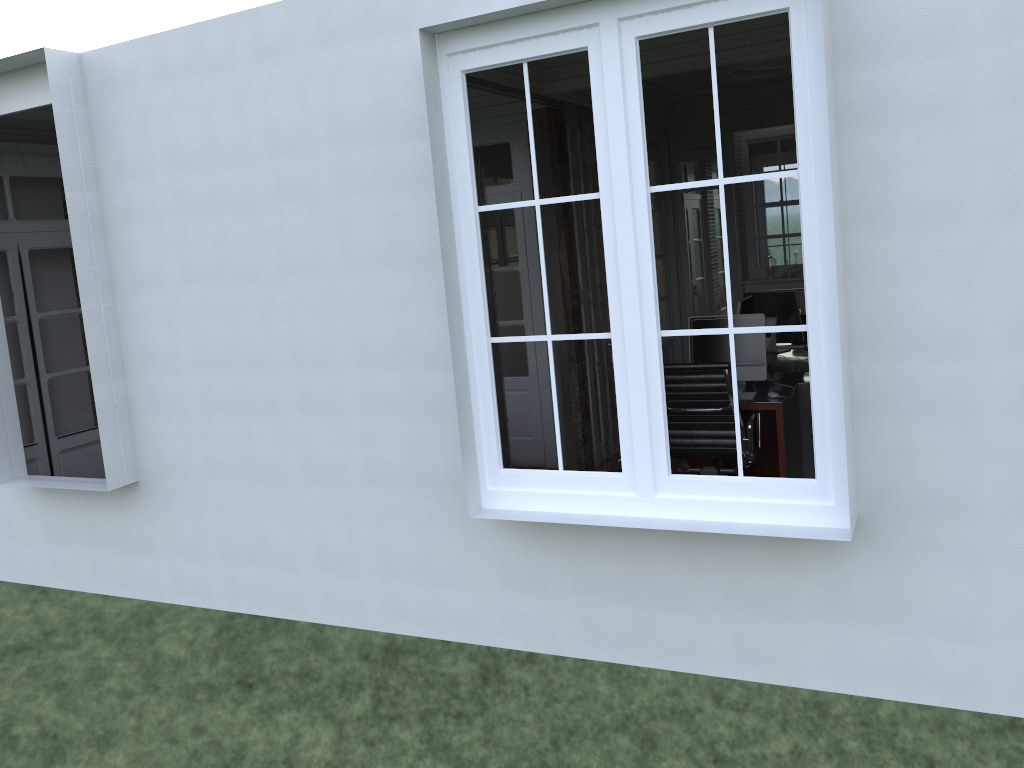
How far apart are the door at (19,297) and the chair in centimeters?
424cm

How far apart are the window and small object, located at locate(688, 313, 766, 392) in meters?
2.3 m

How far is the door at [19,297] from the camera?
6.0m

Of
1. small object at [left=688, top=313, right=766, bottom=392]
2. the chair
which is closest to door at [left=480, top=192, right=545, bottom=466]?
small object at [left=688, top=313, right=766, bottom=392]

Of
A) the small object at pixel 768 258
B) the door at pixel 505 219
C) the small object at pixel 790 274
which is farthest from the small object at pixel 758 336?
the small object at pixel 768 258

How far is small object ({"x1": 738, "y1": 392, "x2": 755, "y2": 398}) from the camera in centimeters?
539cm

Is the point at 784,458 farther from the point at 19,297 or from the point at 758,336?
the point at 19,297

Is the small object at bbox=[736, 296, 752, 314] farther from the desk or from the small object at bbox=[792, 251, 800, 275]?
the small object at bbox=[792, 251, 800, 275]

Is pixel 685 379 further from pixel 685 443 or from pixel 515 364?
pixel 515 364

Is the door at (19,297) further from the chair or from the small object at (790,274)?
the small object at (790,274)
